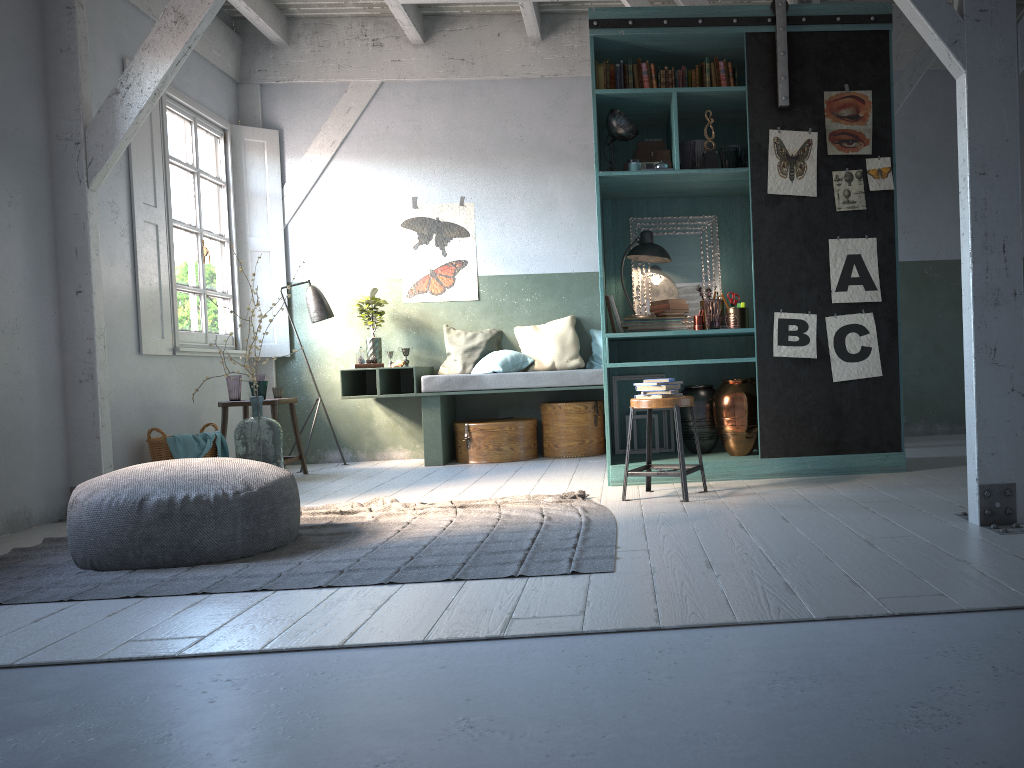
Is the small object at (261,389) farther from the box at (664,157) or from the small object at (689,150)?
the small object at (689,150)

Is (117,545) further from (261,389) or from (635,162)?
(635,162)

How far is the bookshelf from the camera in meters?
6.0 m

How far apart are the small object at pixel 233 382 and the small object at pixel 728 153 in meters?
4.6 m

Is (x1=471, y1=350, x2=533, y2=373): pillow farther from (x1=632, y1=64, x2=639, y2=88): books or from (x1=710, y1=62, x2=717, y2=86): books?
(x1=710, y1=62, x2=717, y2=86): books

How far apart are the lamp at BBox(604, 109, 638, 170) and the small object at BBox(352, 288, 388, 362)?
3.3 meters

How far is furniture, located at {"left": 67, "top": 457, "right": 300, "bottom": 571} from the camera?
4.21m

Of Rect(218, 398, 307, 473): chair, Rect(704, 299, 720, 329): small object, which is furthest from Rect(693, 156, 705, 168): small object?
Rect(218, 398, 307, 473): chair

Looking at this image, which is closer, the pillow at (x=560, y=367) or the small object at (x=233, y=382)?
the small object at (x=233, y=382)

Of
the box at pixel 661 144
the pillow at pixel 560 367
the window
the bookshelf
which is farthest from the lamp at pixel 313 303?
the box at pixel 661 144
